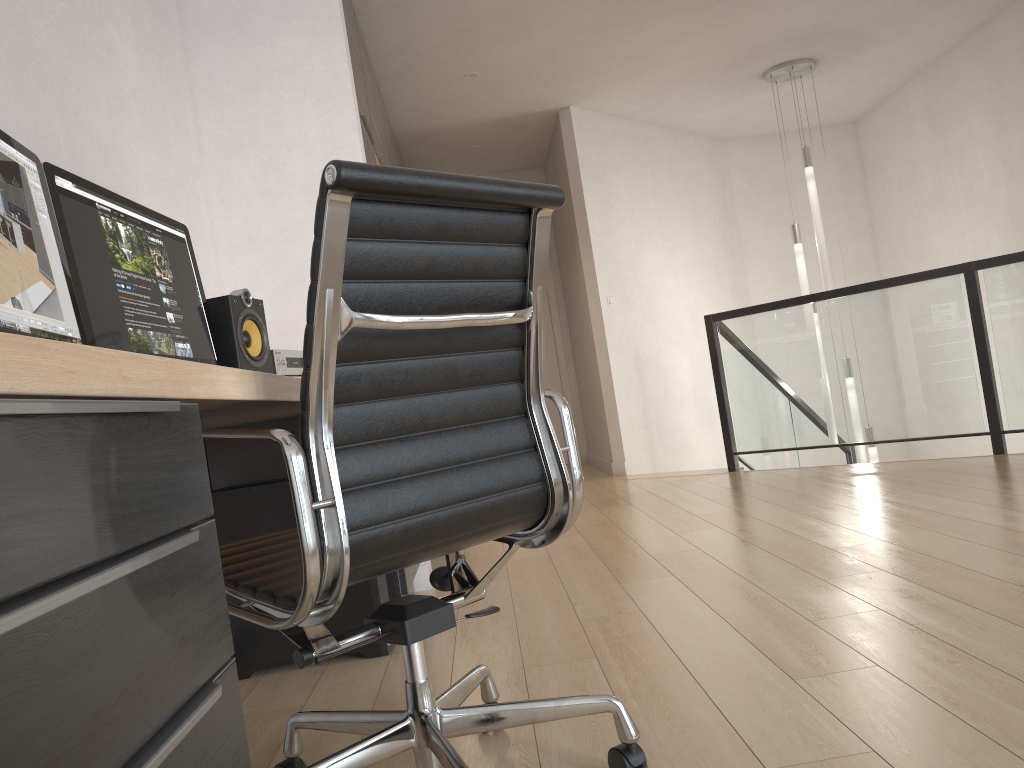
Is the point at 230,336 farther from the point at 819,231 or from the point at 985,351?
the point at 819,231

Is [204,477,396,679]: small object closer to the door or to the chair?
the chair

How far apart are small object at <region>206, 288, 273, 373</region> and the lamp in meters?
4.6 m

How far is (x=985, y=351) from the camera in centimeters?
455cm

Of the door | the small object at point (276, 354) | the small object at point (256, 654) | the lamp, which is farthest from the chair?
the door

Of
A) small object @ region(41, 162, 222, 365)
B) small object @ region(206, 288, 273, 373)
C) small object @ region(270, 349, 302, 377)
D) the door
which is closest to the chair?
small object @ region(41, 162, 222, 365)

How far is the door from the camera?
8.0 meters

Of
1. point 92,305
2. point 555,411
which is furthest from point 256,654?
point 555,411

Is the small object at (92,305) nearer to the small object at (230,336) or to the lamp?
the small object at (230,336)

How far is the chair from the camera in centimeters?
118cm
